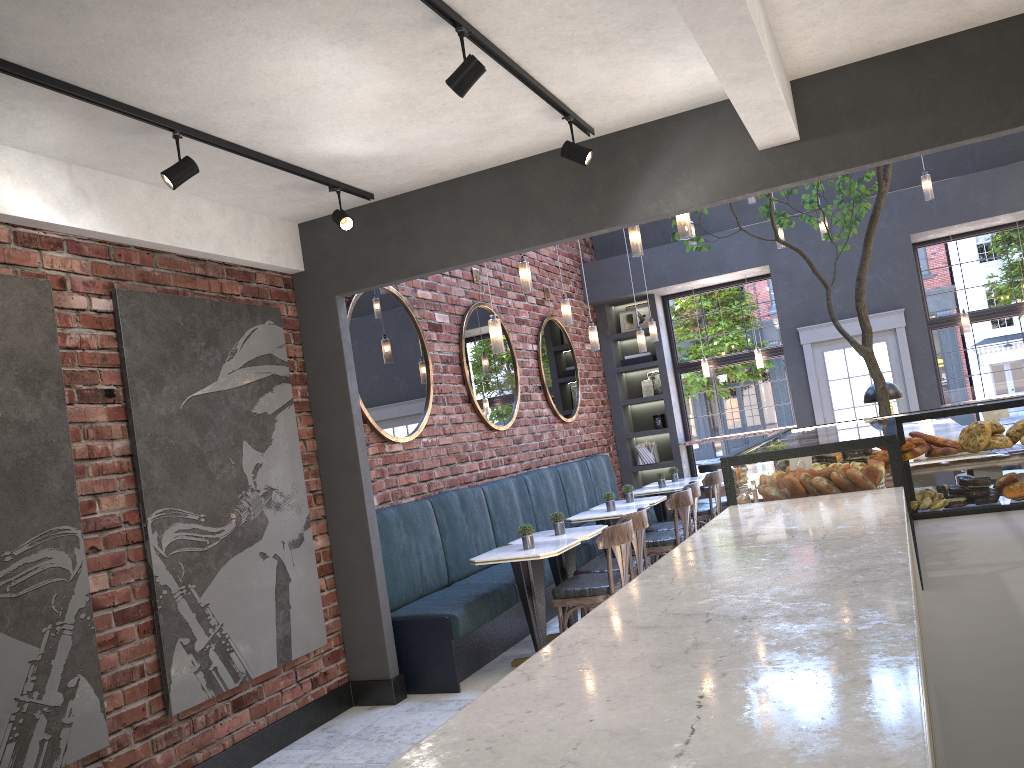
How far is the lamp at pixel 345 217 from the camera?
4.8 meters

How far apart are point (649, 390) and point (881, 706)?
10.73m

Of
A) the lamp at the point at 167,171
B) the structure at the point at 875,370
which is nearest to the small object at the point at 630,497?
the structure at the point at 875,370

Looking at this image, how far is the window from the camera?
9.9m

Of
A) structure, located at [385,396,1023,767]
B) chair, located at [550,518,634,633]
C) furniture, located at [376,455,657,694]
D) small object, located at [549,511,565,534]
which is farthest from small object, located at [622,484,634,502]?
structure, located at [385,396,1023,767]

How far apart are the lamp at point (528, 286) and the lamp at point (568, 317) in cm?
116

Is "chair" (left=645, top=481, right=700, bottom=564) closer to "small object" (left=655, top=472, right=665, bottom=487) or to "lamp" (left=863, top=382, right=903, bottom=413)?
"small object" (left=655, top=472, right=665, bottom=487)

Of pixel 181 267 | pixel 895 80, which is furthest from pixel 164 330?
pixel 895 80

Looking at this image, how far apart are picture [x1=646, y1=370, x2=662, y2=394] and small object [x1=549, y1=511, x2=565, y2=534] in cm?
546

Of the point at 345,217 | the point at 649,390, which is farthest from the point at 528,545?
the point at 649,390
